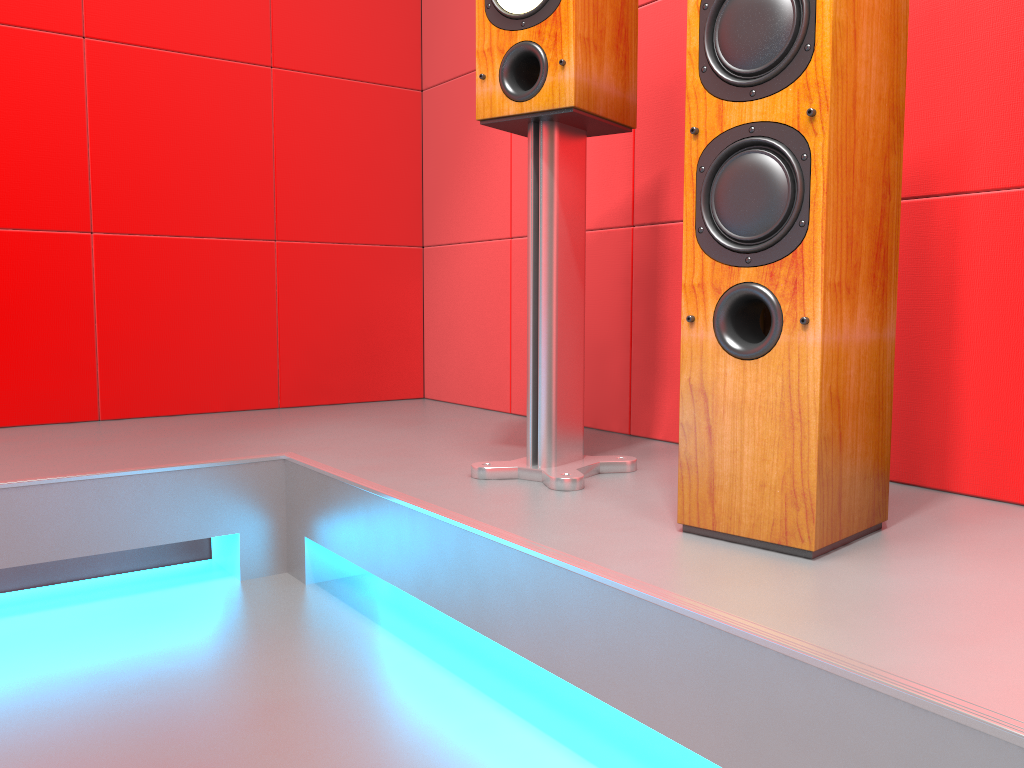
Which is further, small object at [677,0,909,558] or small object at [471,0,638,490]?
small object at [471,0,638,490]

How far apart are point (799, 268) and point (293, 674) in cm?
95

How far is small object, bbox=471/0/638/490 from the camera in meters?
1.5 m

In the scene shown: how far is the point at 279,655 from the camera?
1.44m

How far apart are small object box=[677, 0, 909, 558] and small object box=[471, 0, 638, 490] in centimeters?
30cm

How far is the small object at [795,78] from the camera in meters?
1.1 m

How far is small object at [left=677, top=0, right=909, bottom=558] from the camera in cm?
108
